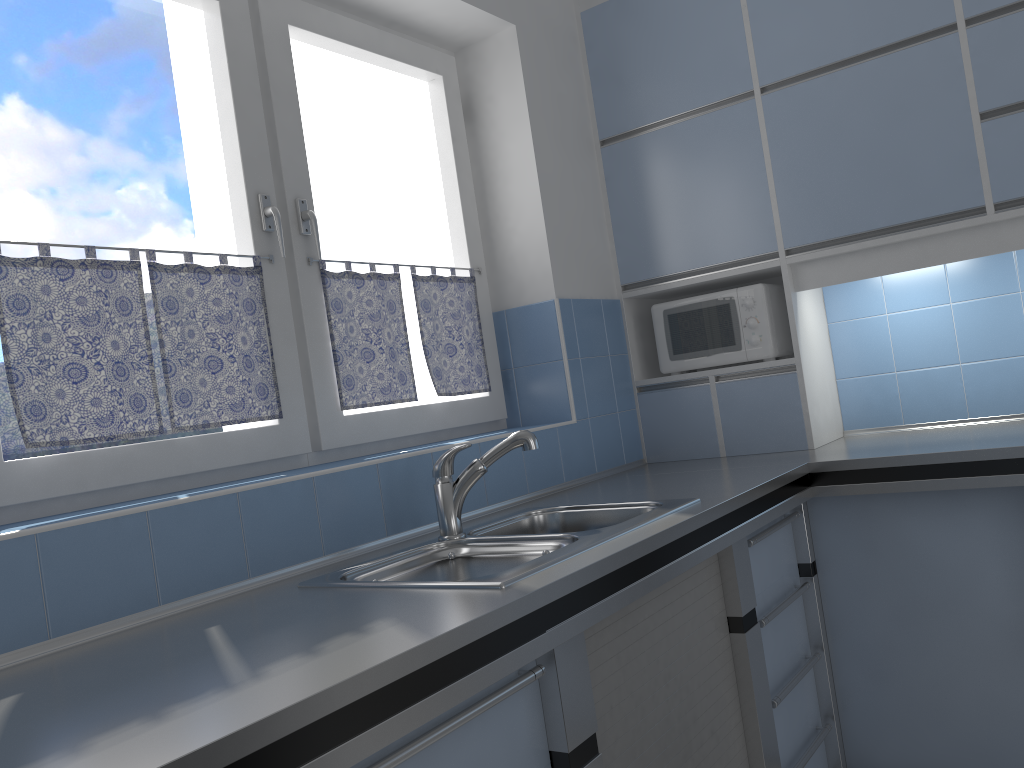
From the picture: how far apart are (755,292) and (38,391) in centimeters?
214cm

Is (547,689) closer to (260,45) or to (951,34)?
(260,45)

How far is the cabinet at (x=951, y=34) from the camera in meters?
2.5

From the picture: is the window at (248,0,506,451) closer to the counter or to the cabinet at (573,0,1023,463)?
the counter

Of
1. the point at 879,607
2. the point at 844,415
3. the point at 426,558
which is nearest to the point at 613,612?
the point at 426,558

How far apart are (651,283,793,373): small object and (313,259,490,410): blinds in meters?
0.7 m

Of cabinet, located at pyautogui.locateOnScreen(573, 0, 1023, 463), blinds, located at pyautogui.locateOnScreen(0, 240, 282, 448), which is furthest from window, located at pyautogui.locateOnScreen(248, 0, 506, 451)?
cabinet, located at pyautogui.locateOnScreen(573, 0, 1023, 463)

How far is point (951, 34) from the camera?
2.5 meters

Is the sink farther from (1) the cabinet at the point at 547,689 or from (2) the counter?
(1) the cabinet at the point at 547,689

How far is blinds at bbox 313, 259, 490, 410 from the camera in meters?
2.4
